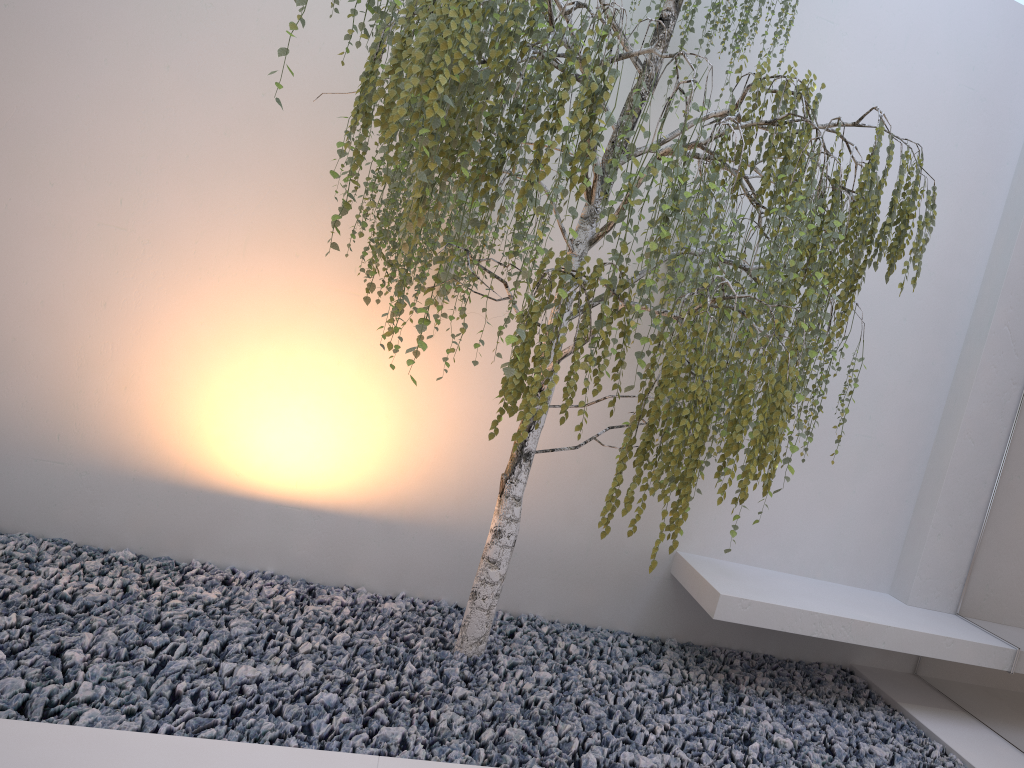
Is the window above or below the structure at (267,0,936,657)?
below

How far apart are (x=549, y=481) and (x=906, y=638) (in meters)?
1.49

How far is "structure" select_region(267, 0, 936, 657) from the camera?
2.07m

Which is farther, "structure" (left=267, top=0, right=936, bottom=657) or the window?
the window

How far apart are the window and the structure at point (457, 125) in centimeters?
108cm

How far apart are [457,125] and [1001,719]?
3.1m

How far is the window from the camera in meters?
3.4 m

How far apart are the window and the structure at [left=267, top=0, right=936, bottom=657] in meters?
1.1 m
